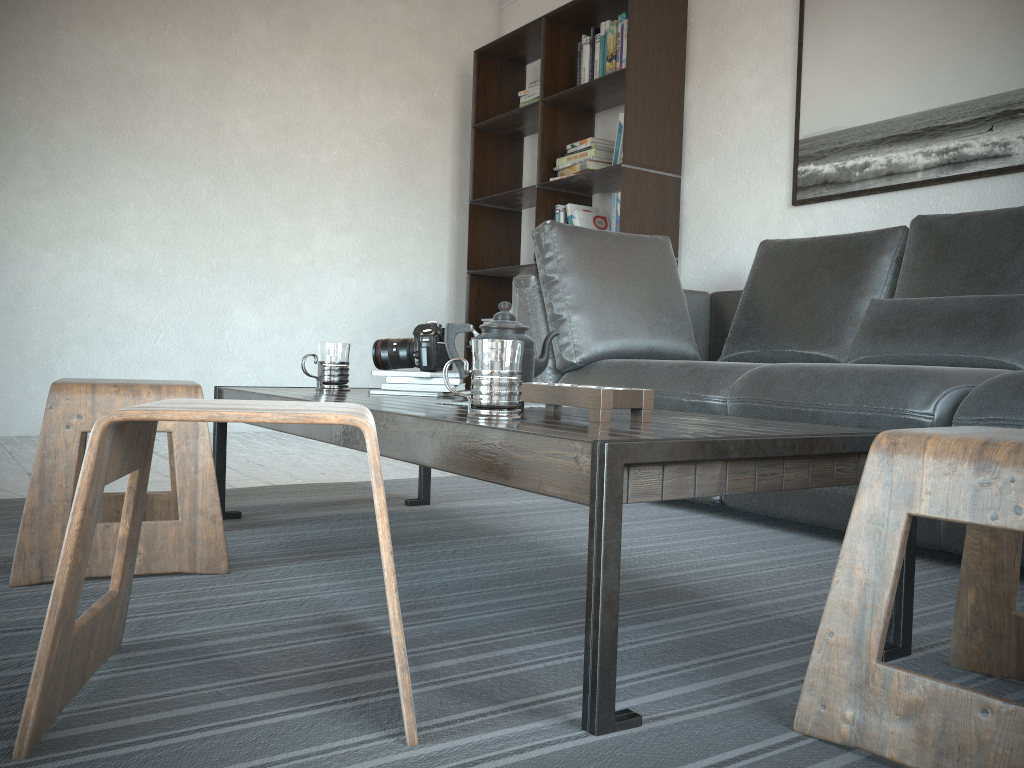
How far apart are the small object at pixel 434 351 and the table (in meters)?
0.07

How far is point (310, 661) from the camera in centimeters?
116cm

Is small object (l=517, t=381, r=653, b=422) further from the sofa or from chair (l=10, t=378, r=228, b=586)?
the sofa

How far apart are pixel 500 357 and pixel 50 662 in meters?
0.7 m

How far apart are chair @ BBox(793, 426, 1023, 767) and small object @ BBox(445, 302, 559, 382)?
0.8m

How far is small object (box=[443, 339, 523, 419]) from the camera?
1.3 meters

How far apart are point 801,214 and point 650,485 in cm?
281

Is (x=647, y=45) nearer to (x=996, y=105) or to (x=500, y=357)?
(x=996, y=105)

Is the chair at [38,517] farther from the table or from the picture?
the picture

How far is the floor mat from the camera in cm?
92
